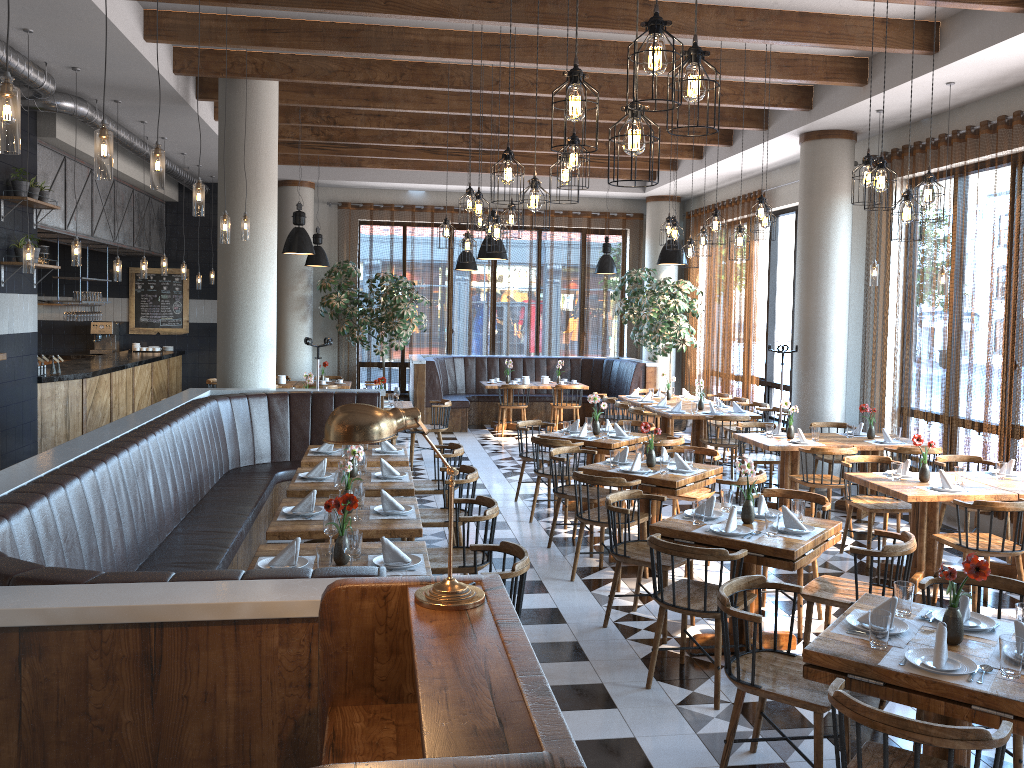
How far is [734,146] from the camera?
11.53m

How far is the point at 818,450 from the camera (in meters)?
7.94

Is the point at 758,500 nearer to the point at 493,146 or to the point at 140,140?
the point at 493,146

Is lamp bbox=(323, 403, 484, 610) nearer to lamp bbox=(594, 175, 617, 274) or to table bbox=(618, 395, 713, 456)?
table bbox=(618, 395, 713, 456)

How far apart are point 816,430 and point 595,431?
2.17m

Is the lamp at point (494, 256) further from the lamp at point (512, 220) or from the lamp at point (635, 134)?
the lamp at point (635, 134)

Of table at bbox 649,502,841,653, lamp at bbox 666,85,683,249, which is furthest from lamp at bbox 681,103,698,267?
table at bbox 649,502,841,653

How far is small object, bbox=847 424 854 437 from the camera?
8.97m

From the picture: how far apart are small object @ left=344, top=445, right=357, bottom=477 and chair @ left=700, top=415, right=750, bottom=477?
5.22m

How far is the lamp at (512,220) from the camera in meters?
7.3
